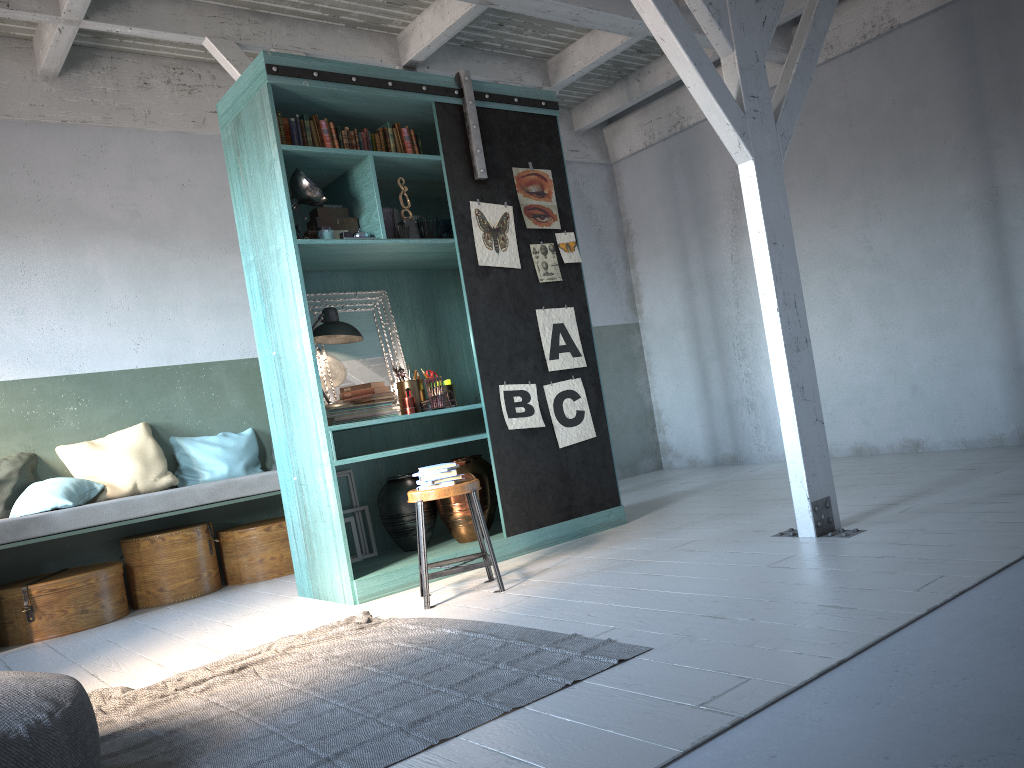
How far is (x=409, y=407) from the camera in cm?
612

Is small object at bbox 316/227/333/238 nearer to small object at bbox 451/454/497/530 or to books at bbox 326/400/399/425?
books at bbox 326/400/399/425

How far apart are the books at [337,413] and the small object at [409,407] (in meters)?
0.09

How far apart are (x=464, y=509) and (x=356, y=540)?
0.9m

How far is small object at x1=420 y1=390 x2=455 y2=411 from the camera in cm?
608

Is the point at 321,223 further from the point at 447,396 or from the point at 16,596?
the point at 16,596

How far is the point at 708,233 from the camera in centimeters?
952cm

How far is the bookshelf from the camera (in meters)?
5.63

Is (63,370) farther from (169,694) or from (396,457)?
(169,694)

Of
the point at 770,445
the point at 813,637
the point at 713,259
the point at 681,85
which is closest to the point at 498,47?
the point at 681,85
